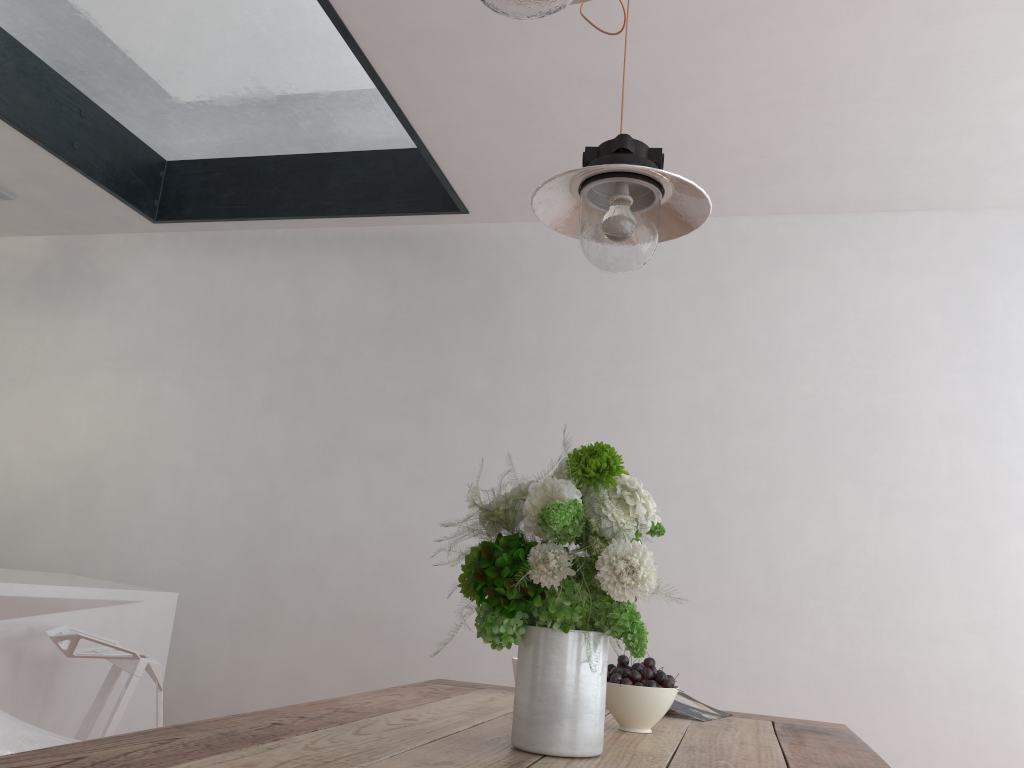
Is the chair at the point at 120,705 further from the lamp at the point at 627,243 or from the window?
the window

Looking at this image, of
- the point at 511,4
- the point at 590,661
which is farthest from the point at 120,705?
the point at 511,4

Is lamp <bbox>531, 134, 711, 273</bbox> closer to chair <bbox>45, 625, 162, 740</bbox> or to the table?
the table

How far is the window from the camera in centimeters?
308cm

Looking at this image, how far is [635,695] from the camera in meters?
1.5

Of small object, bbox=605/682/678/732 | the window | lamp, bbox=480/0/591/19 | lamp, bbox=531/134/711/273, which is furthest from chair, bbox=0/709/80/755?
the window

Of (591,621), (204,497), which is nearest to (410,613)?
(204,497)

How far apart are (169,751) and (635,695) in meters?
0.8 m

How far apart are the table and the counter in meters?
1.2 m

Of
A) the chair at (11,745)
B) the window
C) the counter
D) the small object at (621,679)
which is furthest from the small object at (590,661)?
the window
